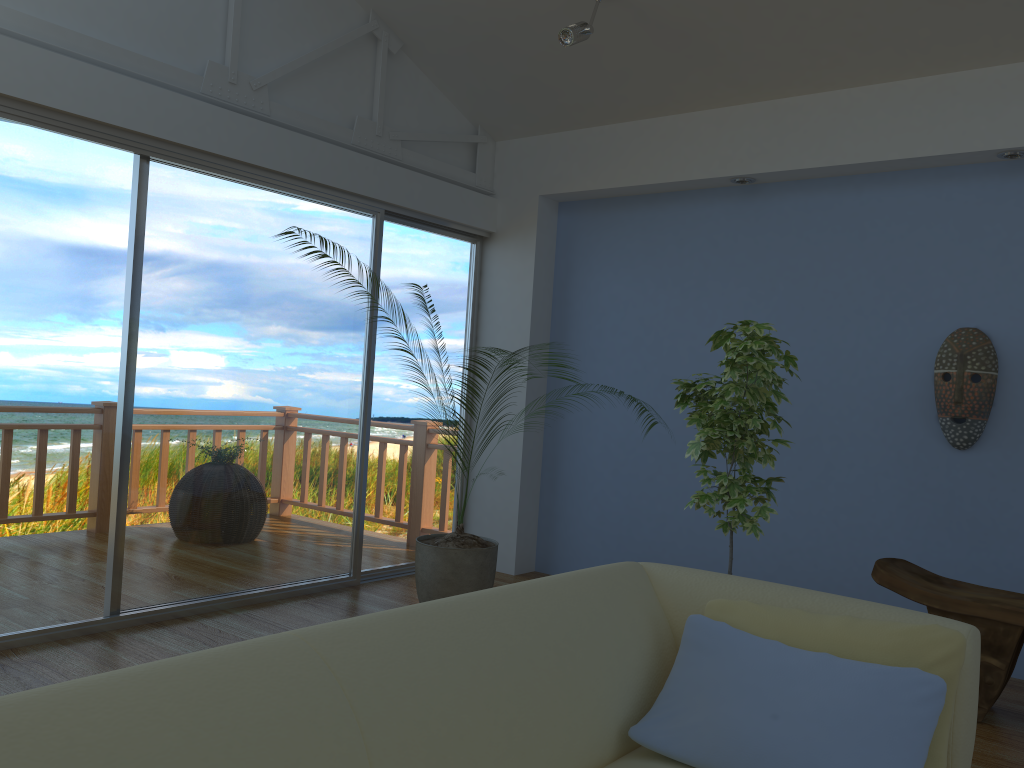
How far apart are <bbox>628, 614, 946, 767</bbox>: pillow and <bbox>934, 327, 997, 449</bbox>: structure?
2.4m

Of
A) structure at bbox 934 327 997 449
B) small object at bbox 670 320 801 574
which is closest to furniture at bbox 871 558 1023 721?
small object at bbox 670 320 801 574

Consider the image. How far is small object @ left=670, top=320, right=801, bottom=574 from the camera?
3.2 meters

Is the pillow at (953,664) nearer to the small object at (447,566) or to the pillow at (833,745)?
the pillow at (833,745)

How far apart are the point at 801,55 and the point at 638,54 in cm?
76

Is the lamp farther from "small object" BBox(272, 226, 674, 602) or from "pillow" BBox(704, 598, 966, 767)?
"pillow" BBox(704, 598, 966, 767)

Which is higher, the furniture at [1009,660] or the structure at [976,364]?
the structure at [976,364]

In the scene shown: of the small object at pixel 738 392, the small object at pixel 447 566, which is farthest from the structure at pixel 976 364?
the small object at pixel 447 566

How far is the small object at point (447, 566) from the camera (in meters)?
3.87

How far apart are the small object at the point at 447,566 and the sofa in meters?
1.7 m
